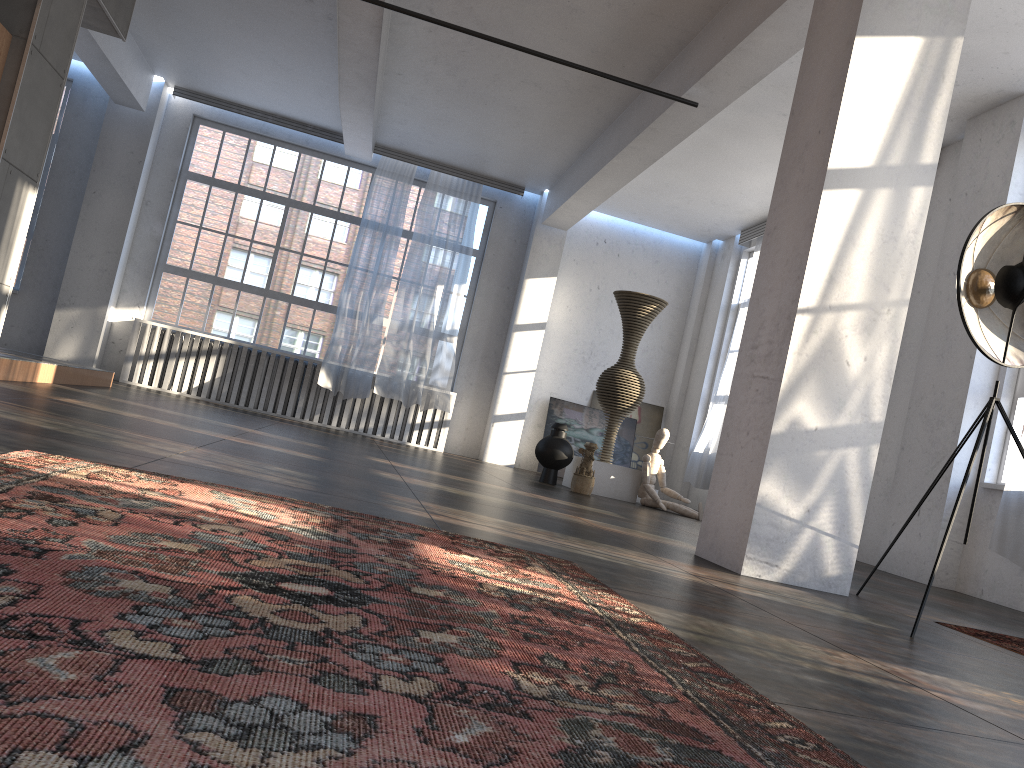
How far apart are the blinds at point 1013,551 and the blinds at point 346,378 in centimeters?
780cm

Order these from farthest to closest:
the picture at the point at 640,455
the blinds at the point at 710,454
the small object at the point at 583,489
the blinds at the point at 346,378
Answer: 1. the picture at the point at 640,455
2. the blinds at the point at 346,378
3. the blinds at the point at 710,454
4. the small object at the point at 583,489

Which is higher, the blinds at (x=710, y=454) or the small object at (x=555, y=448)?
the blinds at (x=710, y=454)

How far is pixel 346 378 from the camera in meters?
11.9 m

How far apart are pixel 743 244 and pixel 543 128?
3.7 meters

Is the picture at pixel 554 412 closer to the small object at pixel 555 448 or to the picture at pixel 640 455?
the picture at pixel 640 455

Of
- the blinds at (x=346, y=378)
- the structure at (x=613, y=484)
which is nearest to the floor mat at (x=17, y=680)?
the structure at (x=613, y=484)

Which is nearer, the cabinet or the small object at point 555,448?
the cabinet

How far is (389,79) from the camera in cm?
990

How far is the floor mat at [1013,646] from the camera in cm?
362
